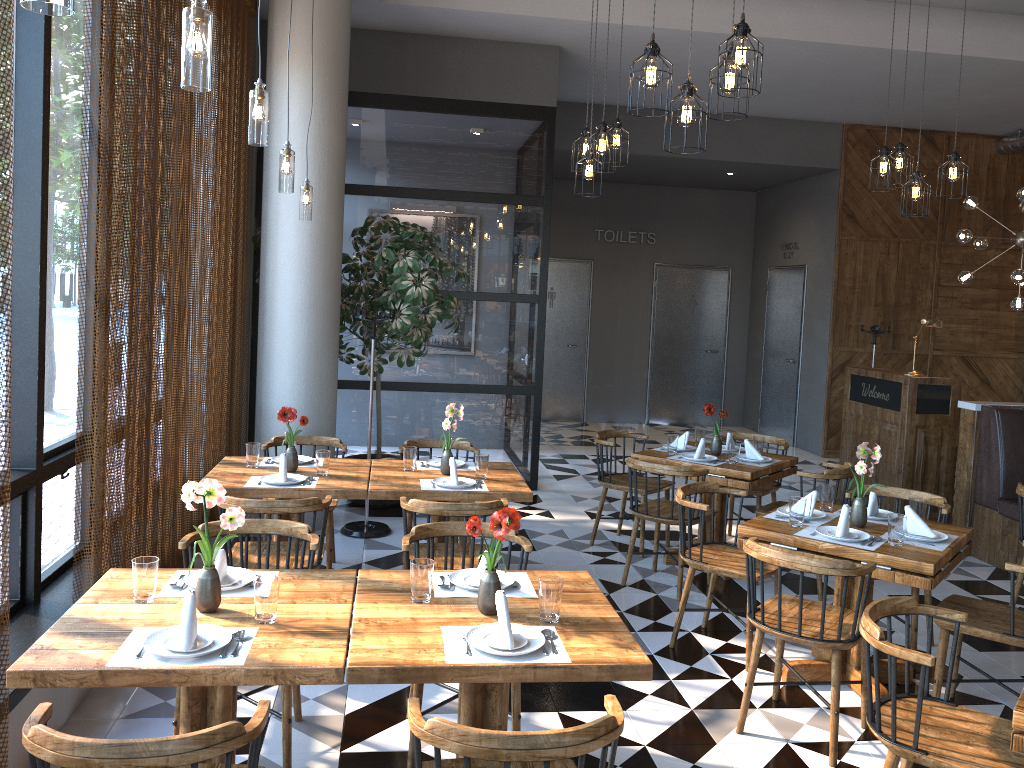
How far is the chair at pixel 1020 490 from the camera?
5.20m

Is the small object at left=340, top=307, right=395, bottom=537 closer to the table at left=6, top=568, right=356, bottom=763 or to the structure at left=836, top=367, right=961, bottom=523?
the table at left=6, top=568, right=356, bottom=763

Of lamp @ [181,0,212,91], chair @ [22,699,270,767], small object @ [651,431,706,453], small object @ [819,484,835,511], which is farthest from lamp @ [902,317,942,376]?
chair @ [22,699,270,767]

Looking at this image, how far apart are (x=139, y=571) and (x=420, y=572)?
0.9m

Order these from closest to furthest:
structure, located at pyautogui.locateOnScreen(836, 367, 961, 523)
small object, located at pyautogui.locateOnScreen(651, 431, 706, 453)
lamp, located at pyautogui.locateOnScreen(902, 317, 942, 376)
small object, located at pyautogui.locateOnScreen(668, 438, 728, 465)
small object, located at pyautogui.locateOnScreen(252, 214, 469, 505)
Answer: small object, located at pyautogui.locateOnScreen(668, 438, 728, 465), small object, located at pyautogui.locateOnScreen(651, 431, 706, 453), small object, located at pyautogui.locateOnScreen(252, 214, 469, 505), structure, located at pyautogui.locateOnScreen(836, 367, 961, 523), lamp, located at pyautogui.locateOnScreen(902, 317, 942, 376)

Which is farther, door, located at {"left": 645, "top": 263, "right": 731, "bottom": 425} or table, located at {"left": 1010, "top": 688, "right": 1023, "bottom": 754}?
door, located at {"left": 645, "top": 263, "right": 731, "bottom": 425}

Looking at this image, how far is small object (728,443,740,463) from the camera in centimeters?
576cm

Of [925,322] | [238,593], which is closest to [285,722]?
[238,593]

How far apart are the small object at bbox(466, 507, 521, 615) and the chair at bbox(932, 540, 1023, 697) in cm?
217

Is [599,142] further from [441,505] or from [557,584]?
[557,584]
